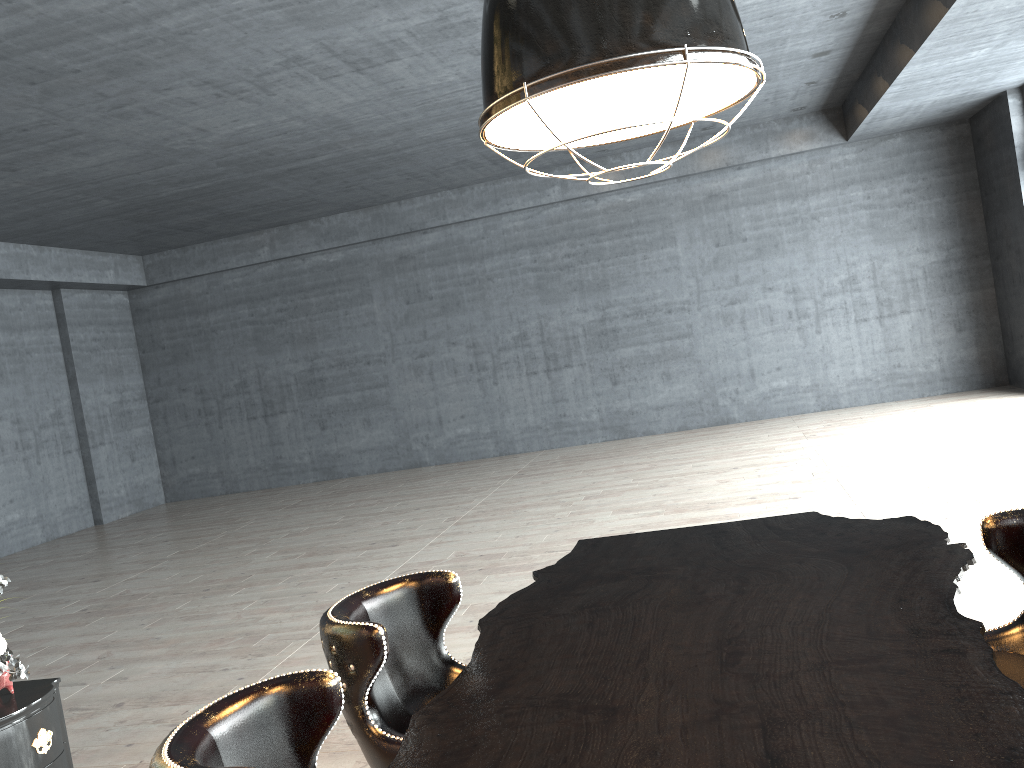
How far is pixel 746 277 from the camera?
13.29m

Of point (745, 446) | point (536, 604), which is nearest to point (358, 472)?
point (745, 446)

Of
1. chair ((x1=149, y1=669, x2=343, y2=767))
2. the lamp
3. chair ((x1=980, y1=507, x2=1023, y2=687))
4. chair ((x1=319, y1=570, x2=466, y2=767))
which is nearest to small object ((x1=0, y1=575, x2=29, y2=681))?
chair ((x1=319, y1=570, x2=466, y2=767))

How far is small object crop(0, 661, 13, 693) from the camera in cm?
330

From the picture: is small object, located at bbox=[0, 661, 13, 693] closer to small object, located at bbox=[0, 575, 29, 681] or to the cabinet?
the cabinet

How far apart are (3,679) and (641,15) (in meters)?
3.24

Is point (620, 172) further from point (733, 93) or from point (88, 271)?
point (733, 93)

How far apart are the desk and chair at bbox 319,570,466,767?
0.1 meters

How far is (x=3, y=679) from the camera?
3.30m

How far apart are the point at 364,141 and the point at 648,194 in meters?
5.0 m
